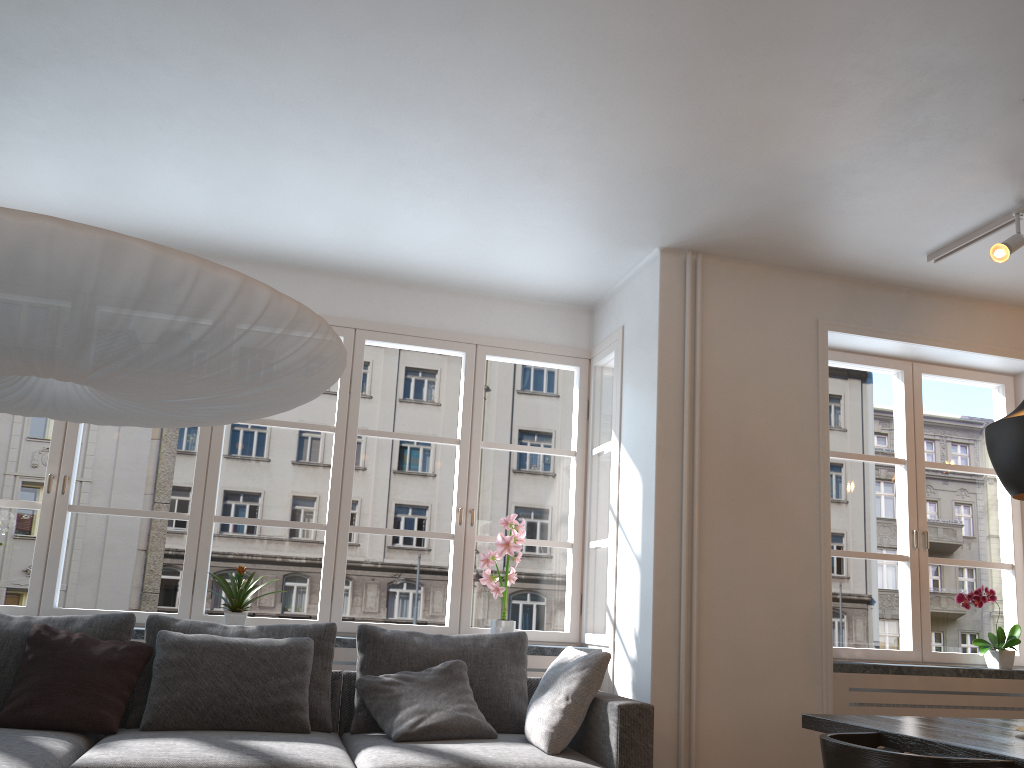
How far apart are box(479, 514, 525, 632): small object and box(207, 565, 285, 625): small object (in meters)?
1.19

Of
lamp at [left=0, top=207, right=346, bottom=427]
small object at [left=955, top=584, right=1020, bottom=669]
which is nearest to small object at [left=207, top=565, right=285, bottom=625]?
lamp at [left=0, top=207, right=346, bottom=427]

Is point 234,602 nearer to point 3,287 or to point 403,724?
point 403,724

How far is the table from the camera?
2.3m

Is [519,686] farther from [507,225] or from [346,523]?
[507,225]

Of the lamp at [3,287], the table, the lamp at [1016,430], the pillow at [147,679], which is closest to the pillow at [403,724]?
the pillow at [147,679]

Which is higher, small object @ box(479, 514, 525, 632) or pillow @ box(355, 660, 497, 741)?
small object @ box(479, 514, 525, 632)

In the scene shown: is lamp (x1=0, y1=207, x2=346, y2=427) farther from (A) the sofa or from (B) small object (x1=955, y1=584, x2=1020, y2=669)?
(B) small object (x1=955, y1=584, x2=1020, y2=669)

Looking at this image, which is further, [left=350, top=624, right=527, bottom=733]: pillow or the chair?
[left=350, top=624, right=527, bottom=733]: pillow

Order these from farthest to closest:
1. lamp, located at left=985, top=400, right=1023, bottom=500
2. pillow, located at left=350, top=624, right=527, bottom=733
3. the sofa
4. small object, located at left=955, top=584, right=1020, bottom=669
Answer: small object, located at left=955, top=584, right=1020, bottom=669 → pillow, located at left=350, top=624, right=527, bottom=733 → the sofa → lamp, located at left=985, top=400, right=1023, bottom=500
